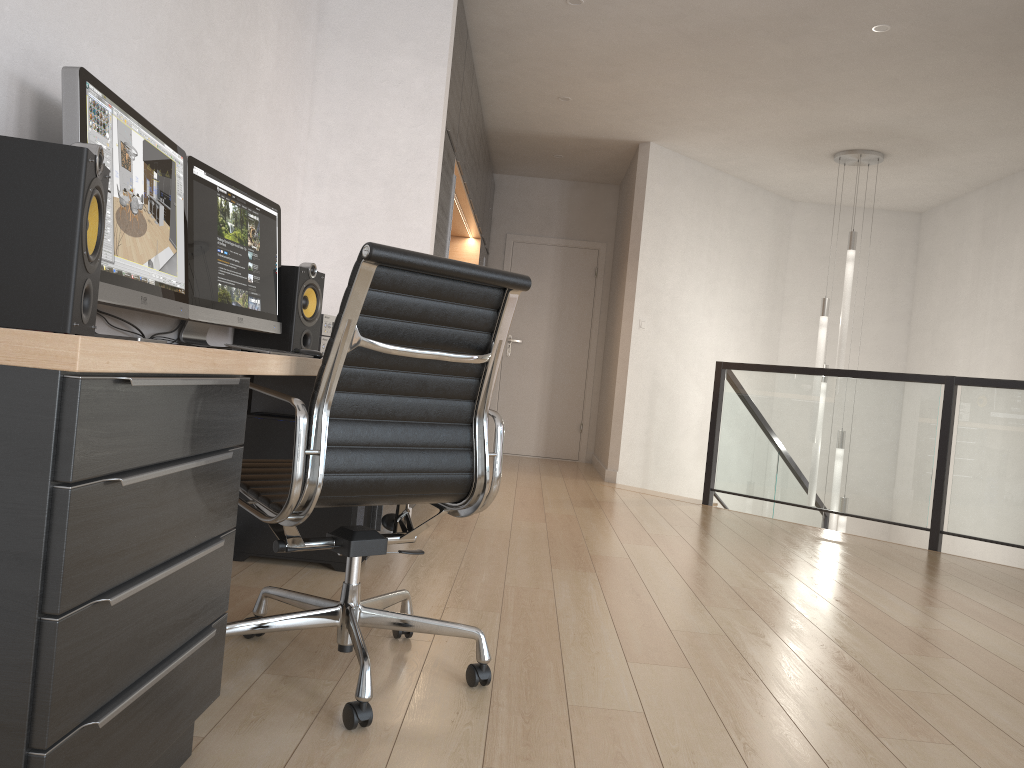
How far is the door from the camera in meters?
8.6

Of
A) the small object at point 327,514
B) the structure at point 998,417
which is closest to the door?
the structure at point 998,417

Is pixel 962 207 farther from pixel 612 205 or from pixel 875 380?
pixel 875 380

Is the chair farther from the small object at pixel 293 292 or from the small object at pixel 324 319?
the small object at pixel 324 319

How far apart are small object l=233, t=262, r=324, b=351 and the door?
5.2 meters

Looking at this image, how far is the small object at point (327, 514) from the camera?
3.2m

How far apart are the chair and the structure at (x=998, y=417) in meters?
3.8

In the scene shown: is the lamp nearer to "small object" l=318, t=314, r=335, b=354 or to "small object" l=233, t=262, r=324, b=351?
"small object" l=318, t=314, r=335, b=354

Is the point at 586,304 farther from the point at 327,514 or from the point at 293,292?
the point at 327,514

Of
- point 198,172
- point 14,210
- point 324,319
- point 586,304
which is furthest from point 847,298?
point 14,210
